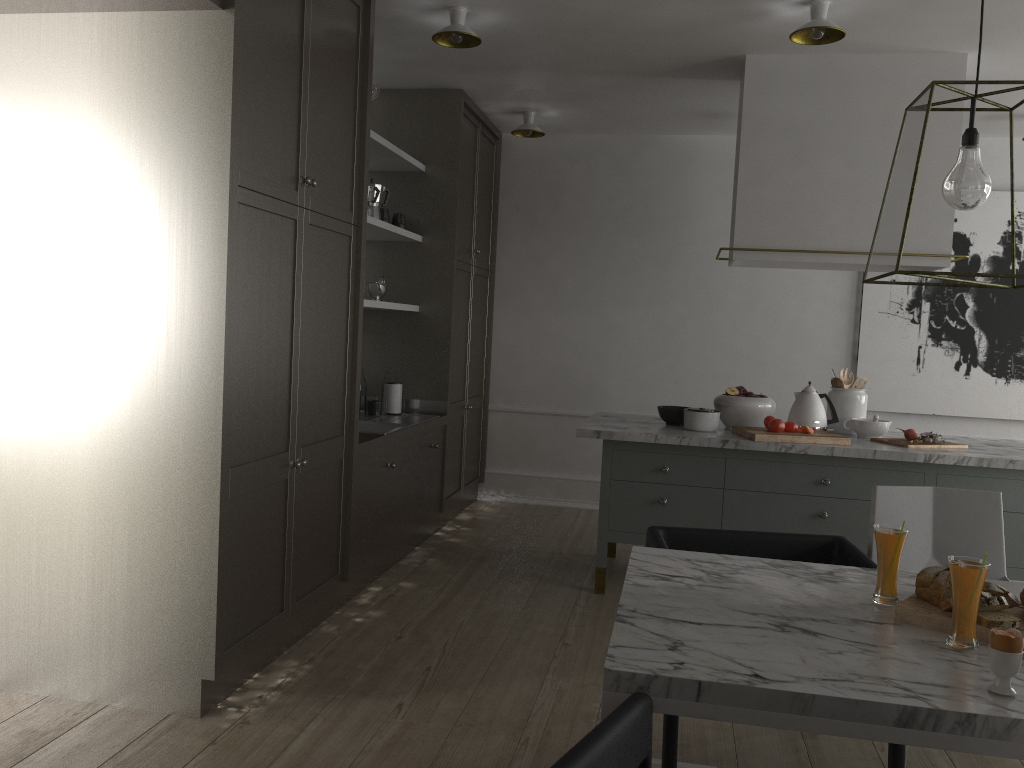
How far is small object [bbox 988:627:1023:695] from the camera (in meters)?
1.41

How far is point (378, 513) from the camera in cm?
379

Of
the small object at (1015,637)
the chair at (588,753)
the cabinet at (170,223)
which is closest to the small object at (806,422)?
the cabinet at (170,223)

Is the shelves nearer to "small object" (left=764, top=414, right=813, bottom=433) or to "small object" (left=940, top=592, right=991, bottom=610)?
"small object" (left=764, top=414, right=813, bottom=433)

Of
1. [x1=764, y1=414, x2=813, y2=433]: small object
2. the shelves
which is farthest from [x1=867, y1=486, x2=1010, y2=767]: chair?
the shelves

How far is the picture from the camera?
5.15m

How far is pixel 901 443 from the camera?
3.7m

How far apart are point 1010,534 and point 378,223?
3.0m

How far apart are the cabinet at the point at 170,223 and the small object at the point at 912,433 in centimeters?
219cm

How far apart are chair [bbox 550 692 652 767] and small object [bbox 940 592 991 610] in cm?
73
